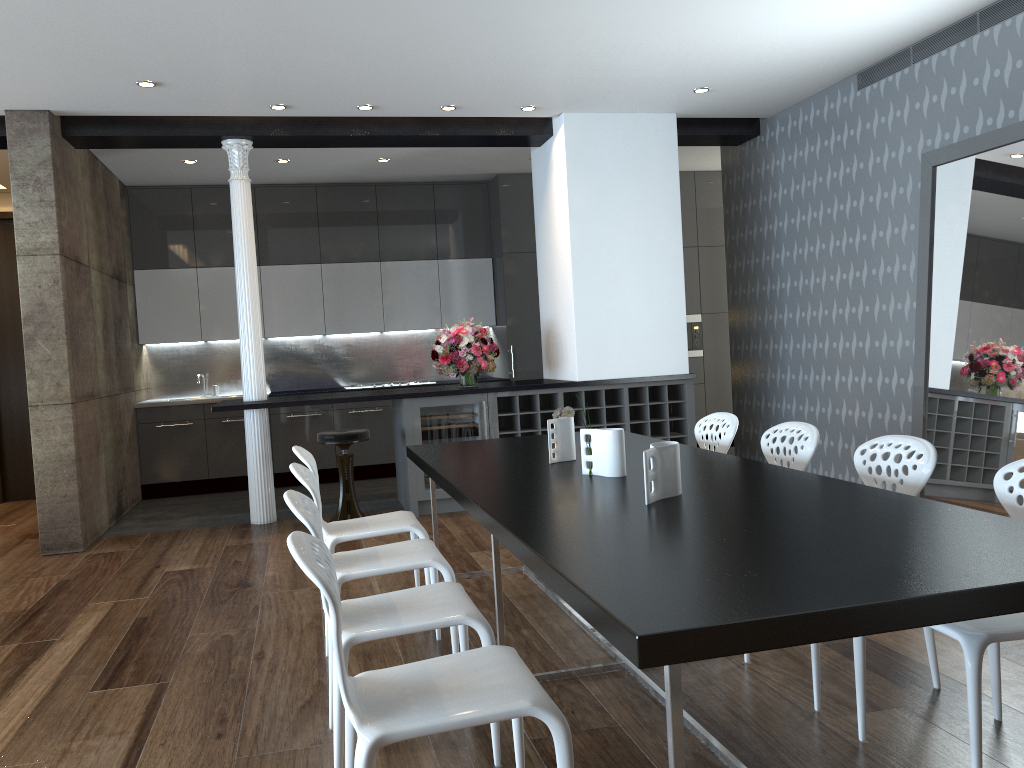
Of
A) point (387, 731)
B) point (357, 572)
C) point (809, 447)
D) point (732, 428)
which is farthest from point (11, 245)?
point (387, 731)

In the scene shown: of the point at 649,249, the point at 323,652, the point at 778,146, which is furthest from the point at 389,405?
the point at 323,652

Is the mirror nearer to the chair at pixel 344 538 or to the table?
the table

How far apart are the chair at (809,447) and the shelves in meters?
3.0 m

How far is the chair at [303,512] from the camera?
2.54m

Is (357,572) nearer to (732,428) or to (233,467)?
(732,428)

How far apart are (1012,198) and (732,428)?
2.1m

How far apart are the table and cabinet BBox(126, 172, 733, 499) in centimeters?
413cm

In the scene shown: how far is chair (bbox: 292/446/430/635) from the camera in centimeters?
396cm

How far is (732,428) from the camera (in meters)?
4.36
